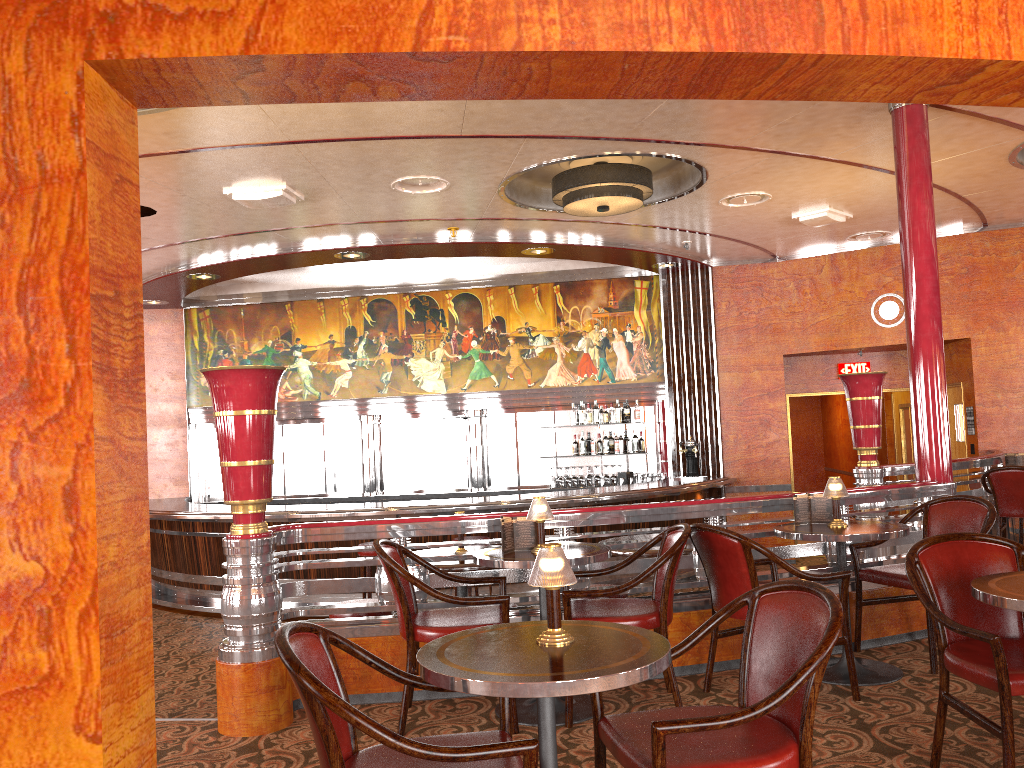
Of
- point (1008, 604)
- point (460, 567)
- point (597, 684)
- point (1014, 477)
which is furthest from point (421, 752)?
point (1014, 477)

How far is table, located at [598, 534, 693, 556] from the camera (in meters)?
5.06

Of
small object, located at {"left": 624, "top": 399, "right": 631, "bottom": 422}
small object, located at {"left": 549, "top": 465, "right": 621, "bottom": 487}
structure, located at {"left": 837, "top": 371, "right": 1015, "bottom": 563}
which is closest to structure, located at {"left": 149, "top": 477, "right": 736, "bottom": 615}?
small object, located at {"left": 549, "top": 465, "right": 621, "bottom": 487}

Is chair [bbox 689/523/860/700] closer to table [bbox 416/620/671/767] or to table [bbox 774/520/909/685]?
table [bbox 774/520/909/685]

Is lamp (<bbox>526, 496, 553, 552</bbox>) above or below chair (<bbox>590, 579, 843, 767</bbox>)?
above

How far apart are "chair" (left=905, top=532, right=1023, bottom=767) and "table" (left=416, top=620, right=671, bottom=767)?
1.16m

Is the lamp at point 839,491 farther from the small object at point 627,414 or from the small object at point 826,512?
the small object at point 627,414

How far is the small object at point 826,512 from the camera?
4.61m

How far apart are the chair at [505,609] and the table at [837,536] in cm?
140

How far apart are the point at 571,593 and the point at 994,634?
1.6m
